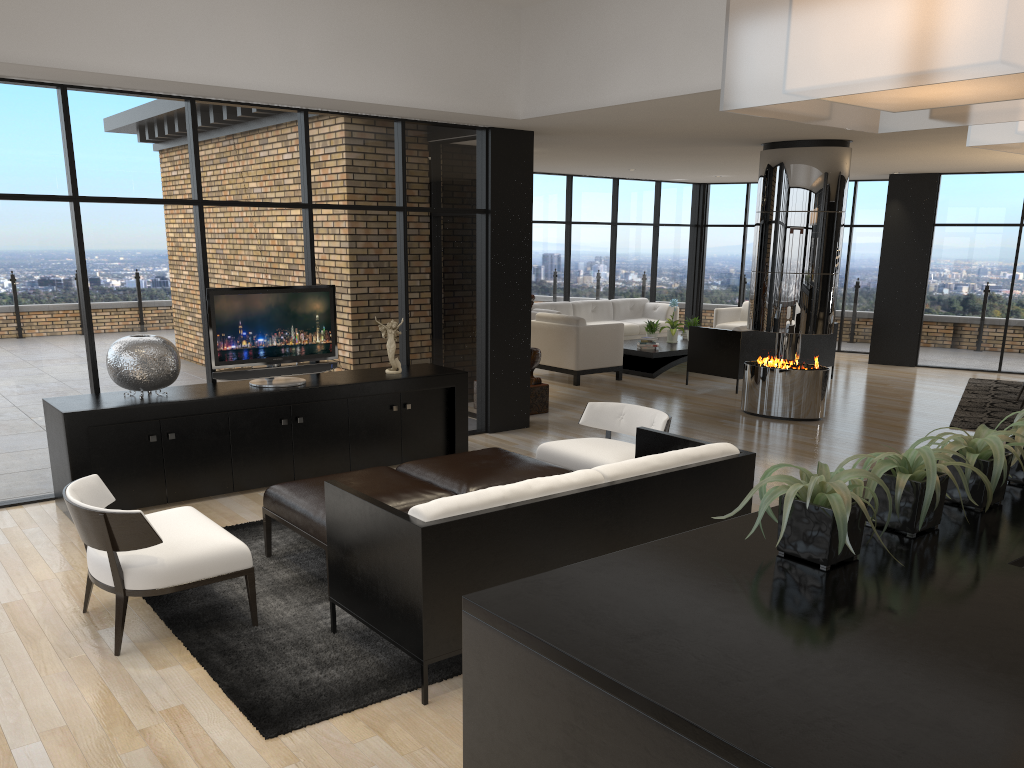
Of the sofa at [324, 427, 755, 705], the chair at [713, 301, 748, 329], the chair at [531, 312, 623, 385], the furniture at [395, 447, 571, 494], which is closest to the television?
the furniture at [395, 447, 571, 494]

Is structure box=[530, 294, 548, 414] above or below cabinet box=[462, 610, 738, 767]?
below

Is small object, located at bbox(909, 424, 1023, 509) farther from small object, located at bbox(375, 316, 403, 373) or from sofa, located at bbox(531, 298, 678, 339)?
sofa, located at bbox(531, 298, 678, 339)

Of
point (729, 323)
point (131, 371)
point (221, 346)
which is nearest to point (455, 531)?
point (131, 371)

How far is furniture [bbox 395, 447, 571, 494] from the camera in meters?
5.0 m

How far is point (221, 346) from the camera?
6.29m

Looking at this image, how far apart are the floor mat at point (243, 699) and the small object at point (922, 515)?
2.0m

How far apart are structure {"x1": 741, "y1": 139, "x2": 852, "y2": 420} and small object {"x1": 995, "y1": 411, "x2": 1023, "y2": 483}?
6.20m

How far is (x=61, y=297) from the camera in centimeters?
605cm

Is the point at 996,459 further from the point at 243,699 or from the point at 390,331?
the point at 390,331
